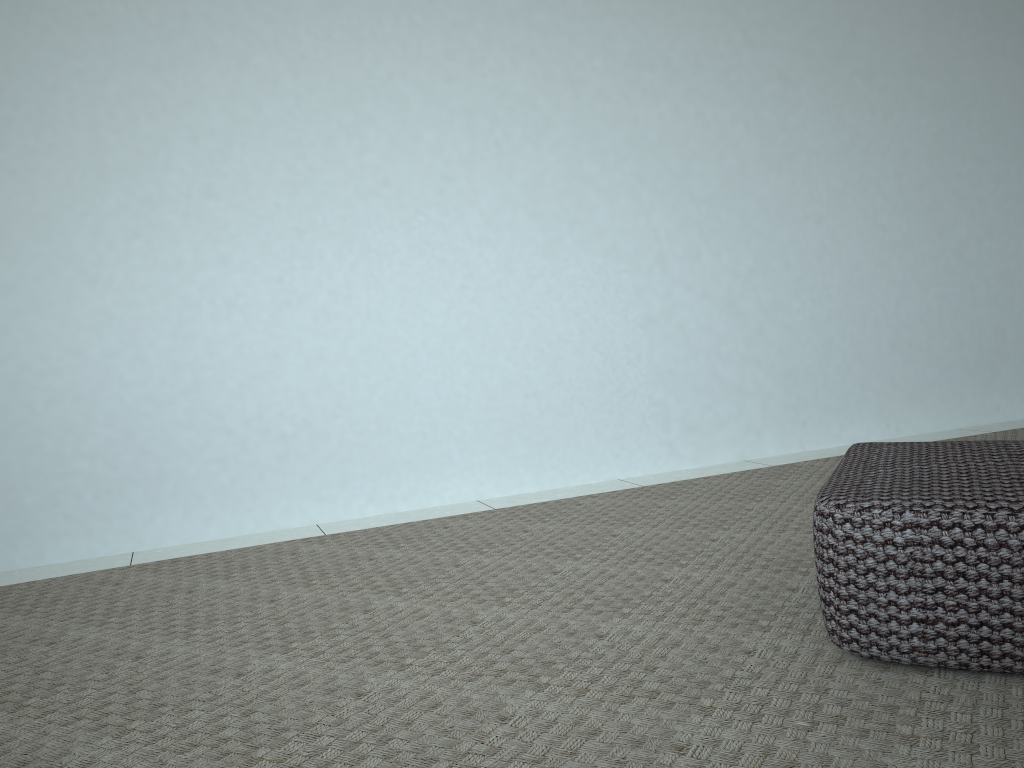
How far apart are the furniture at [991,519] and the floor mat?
0.0 meters

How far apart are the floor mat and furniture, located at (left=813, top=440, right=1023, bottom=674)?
0.0 meters

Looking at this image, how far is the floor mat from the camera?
1.1m

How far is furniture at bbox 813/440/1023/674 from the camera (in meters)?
1.17

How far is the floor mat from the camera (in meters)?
1.12

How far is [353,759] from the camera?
1.1m

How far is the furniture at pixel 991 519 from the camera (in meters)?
1.17
